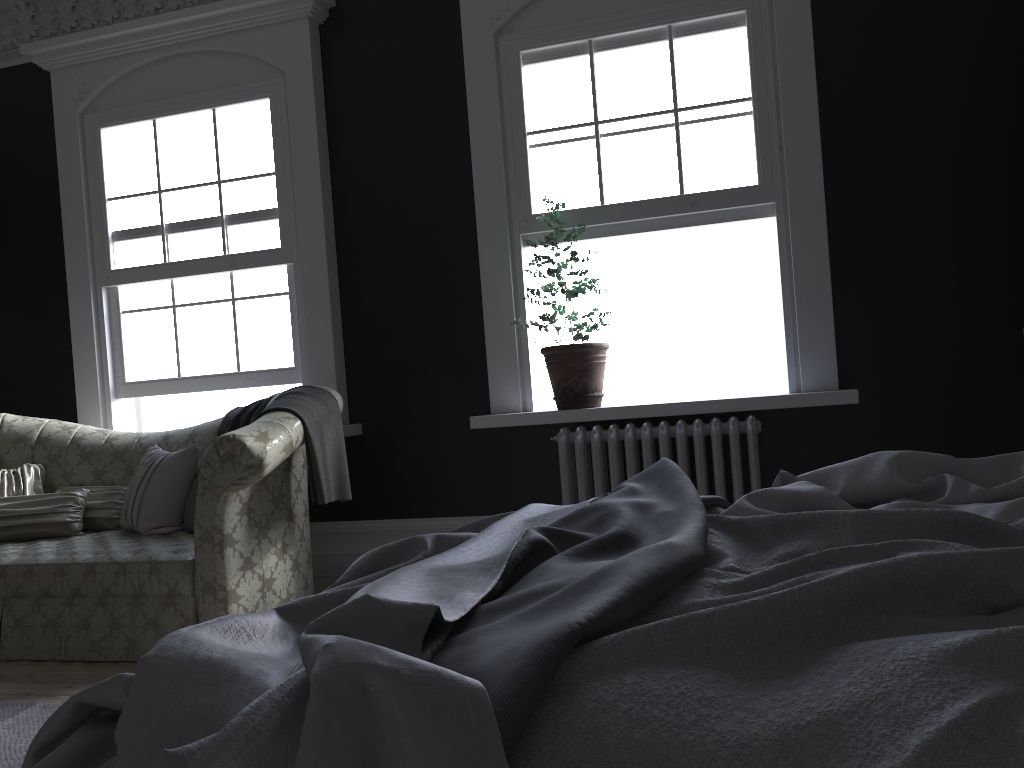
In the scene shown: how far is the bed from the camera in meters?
0.8

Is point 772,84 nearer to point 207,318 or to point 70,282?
point 207,318

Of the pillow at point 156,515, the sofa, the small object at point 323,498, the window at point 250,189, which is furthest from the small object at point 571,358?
the pillow at point 156,515

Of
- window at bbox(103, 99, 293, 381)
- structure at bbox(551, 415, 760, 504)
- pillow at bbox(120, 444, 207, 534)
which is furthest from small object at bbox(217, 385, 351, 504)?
structure at bbox(551, 415, 760, 504)

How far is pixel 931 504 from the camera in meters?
1.8 m

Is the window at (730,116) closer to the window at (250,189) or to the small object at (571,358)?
the small object at (571,358)

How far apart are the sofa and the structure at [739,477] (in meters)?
1.30

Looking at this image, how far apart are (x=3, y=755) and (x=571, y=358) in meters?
3.0

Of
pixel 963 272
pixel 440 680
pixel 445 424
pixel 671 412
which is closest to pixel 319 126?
pixel 445 424

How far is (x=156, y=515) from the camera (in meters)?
4.40
